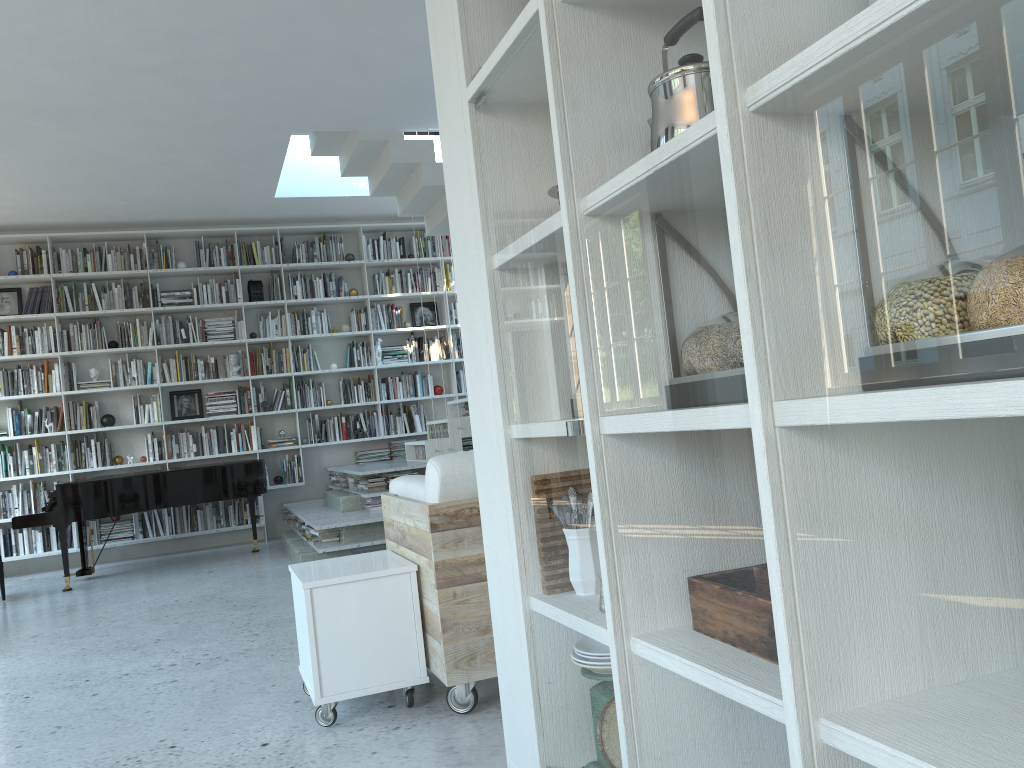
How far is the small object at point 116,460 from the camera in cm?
846

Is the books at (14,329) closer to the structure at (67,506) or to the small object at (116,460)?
the small object at (116,460)

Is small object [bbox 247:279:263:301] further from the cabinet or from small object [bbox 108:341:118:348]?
the cabinet

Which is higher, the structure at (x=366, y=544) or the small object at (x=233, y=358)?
the small object at (x=233, y=358)

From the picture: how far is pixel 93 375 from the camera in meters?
8.5 m

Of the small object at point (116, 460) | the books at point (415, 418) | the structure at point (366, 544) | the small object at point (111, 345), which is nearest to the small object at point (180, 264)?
the small object at point (111, 345)

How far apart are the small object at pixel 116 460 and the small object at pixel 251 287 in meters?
2.0

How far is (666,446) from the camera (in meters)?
1.18

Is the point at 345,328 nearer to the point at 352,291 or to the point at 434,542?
the point at 352,291

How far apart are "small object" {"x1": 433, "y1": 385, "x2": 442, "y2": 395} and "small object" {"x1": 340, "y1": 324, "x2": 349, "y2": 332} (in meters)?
1.15
